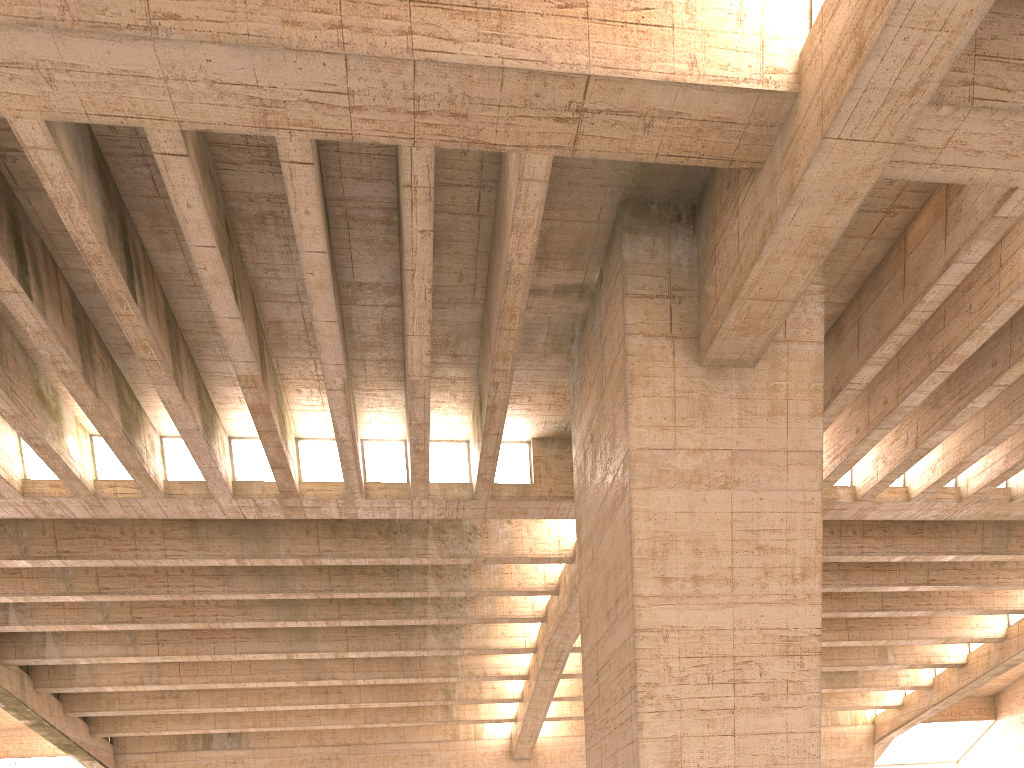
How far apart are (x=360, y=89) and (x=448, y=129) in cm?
157
